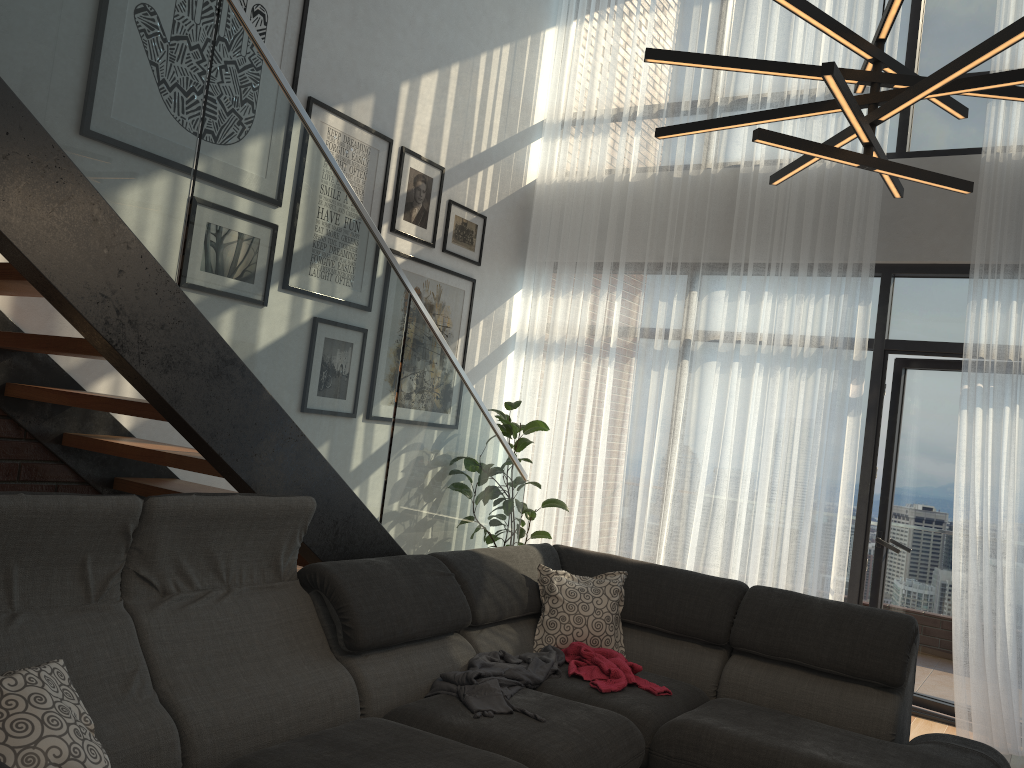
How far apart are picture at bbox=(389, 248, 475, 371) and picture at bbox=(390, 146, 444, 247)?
0.1 meters

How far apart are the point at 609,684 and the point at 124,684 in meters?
1.7 m

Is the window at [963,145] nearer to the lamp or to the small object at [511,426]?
the small object at [511,426]

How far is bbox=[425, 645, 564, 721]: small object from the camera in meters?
2.8

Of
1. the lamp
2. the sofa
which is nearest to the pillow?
the sofa

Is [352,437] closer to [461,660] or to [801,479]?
[461,660]

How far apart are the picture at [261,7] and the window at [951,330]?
3.4 meters

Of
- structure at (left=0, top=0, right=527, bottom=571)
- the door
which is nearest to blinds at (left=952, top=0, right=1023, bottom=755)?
the door

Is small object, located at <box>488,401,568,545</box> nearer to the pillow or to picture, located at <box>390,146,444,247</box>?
picture, located at <box>390,146,444,247</box>

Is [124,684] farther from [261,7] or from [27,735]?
[261,7]
